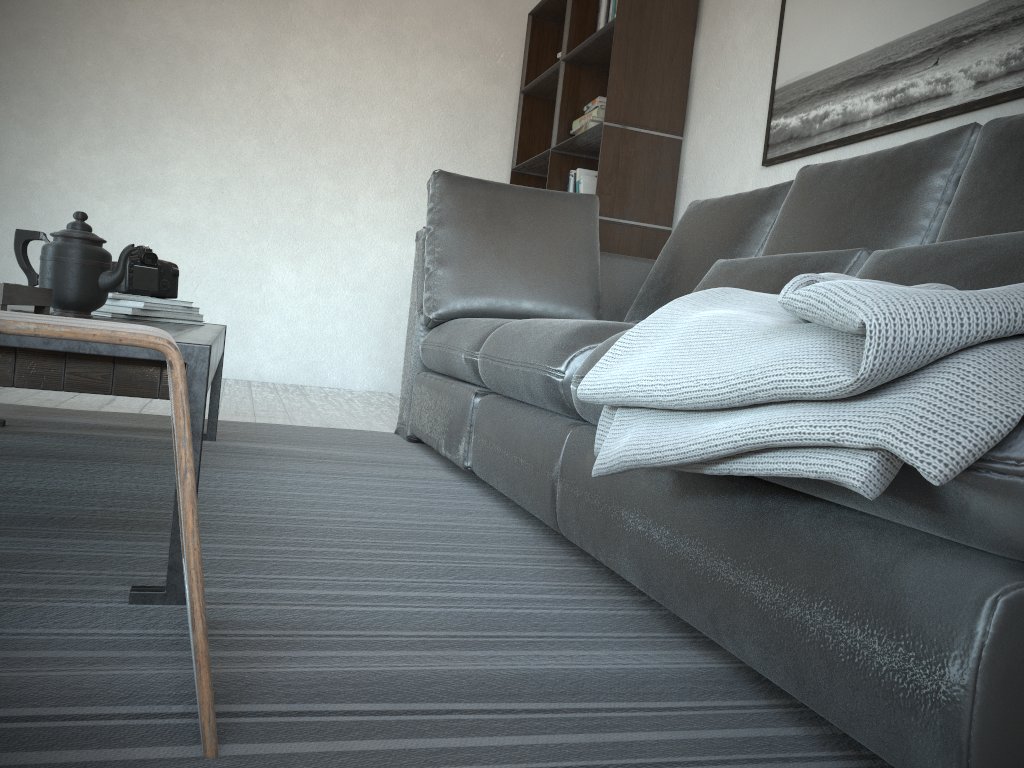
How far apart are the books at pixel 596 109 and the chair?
3.2m

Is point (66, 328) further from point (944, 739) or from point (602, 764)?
point (944, 739)

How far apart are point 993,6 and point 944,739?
2.07m

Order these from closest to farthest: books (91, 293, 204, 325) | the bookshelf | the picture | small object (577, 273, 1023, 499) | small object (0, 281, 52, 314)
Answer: small object (577, 273, 1023, 499)
small object (0, 281, 52, 314)
books (91, 293, 204, 325)
the picture
the bookshelf

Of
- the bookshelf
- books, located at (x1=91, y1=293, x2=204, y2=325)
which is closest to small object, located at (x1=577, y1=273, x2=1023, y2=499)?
books, located at (x1=91, y1=293, x2=204, y2=325)

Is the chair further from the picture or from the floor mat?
the picture

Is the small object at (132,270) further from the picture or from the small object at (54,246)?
the picture

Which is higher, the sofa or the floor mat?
the sofa

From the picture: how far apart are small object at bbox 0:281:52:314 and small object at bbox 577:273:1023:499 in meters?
0.8

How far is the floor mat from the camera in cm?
78
